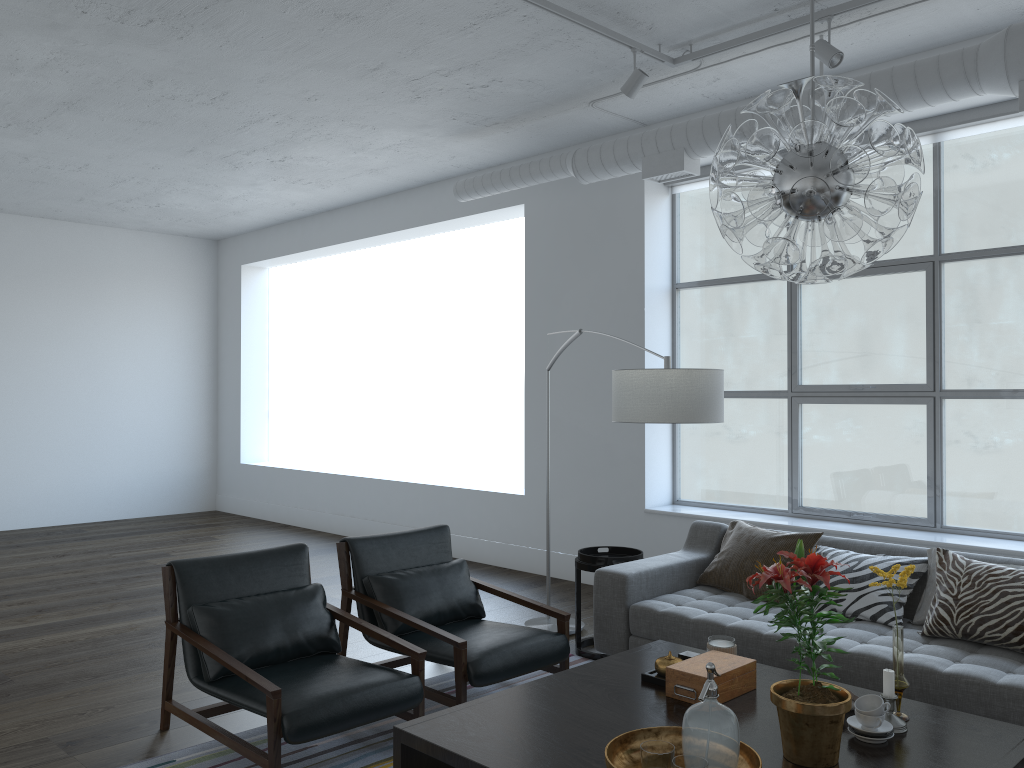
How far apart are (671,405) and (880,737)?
1.3m

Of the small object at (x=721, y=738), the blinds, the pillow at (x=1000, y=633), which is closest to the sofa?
the pillow at (x=1000, y=633)

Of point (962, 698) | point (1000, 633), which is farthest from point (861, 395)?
point (962, 698)

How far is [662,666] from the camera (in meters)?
2.97

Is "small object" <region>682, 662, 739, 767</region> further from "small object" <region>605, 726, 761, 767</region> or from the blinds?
the blinds

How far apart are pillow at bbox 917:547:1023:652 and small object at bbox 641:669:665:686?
1.3m

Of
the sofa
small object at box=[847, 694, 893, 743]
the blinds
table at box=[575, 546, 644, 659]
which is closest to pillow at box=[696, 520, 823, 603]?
the sofa

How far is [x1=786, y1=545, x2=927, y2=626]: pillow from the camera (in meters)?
3.75

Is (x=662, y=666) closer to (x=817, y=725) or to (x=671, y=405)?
(x=817, y=725)

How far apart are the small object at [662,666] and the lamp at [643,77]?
2.85m
